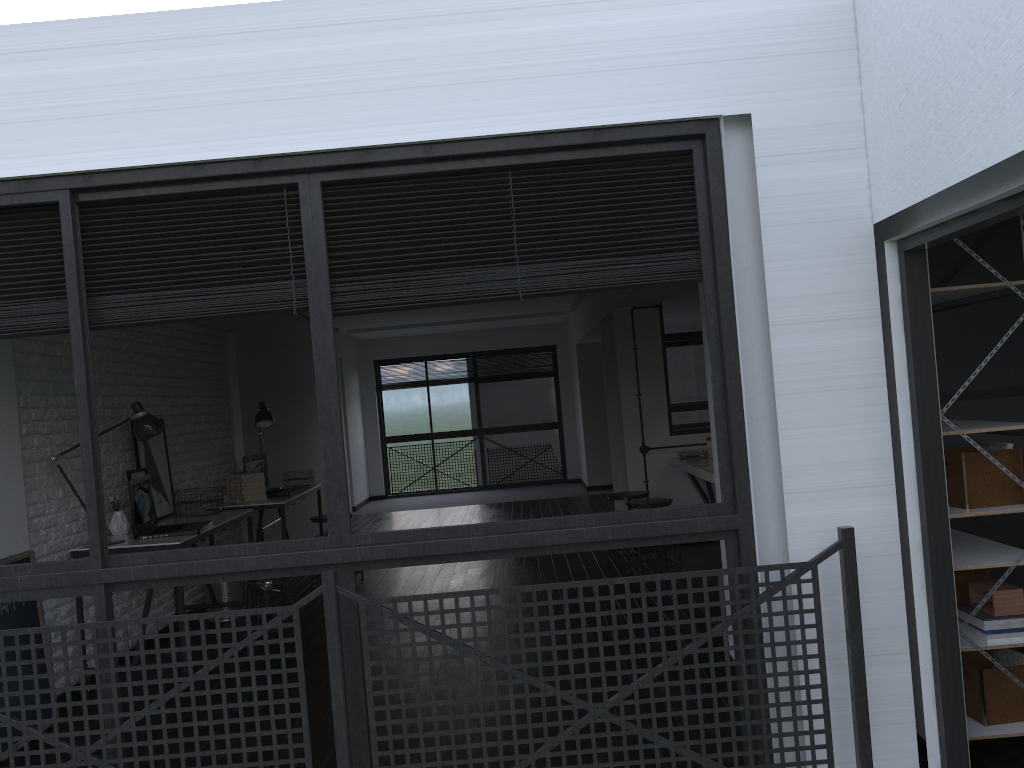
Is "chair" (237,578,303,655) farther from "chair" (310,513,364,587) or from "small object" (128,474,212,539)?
"chair" (310,513,364,587)

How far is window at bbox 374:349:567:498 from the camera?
13.0m

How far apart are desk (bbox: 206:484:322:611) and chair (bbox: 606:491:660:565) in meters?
2.3 m

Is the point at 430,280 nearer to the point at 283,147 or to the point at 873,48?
the point at 283,147

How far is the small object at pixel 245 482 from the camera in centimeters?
604cm

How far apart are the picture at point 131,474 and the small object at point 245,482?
0.9m

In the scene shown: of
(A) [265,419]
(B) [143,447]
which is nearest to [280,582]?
(B) [143,447]

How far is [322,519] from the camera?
6.57m

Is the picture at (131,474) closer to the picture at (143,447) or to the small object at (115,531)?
the picture at (143,447)

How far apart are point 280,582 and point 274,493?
1.7m
